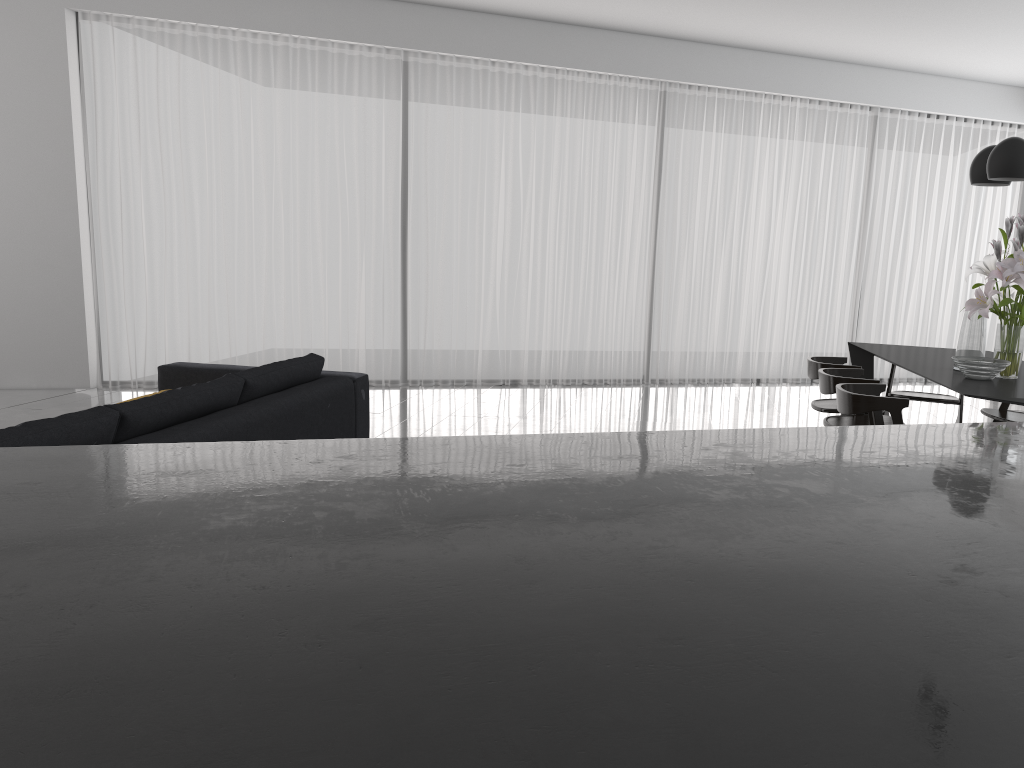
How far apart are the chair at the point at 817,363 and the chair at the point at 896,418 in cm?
77

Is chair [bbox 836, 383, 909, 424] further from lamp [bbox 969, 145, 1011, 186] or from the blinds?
the blinds

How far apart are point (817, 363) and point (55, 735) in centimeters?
497cm

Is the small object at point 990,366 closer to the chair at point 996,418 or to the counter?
the chair at point 996,418

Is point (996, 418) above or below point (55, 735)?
below

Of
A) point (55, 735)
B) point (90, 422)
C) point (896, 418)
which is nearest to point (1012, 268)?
point (896, 418)

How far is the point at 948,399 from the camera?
5.5m

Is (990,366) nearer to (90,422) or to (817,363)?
(817,363)

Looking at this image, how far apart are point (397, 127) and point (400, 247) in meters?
1.0 m

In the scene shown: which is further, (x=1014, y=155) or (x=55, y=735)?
(x=1014, y=155)
